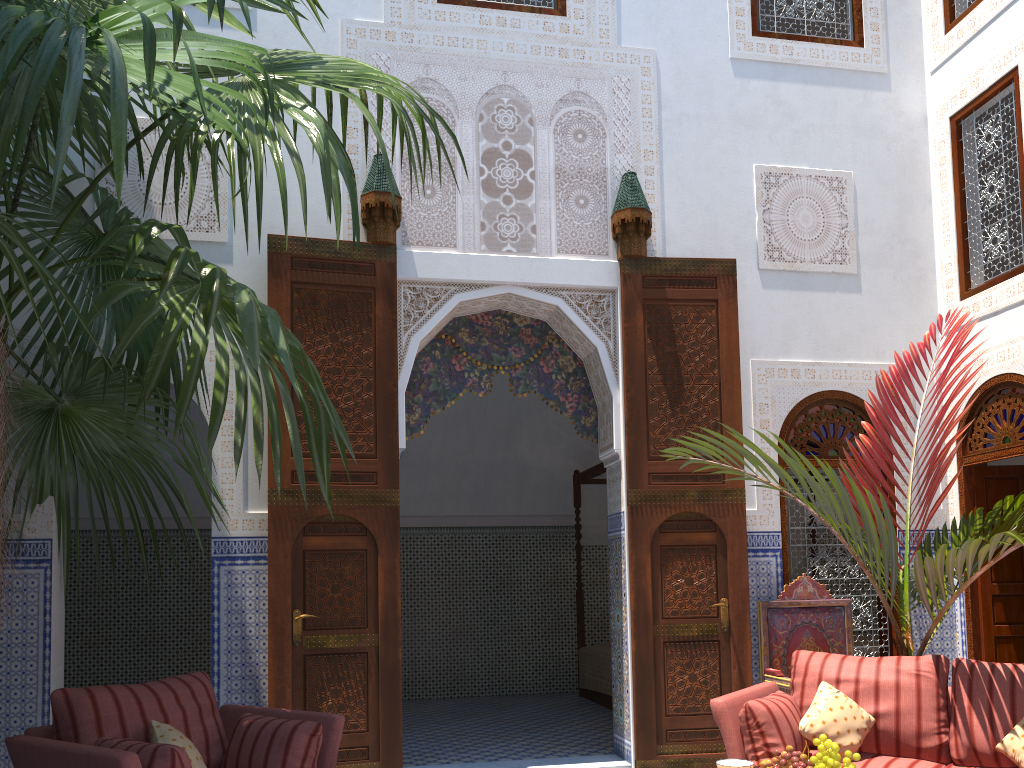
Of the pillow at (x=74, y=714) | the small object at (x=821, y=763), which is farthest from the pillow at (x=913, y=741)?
the pillow at (x=74, y=714)

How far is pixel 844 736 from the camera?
2.9 meters

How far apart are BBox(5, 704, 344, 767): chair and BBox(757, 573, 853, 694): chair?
2.07m

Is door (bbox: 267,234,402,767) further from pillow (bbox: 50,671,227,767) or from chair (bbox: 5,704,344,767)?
pillow (bbox: 50,671,227,767)

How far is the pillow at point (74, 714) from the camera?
2.5m

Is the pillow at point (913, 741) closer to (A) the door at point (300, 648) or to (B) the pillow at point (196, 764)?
(A) the door at point (300, 648)

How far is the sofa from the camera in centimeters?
286cm

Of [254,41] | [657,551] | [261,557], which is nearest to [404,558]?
[261,557]

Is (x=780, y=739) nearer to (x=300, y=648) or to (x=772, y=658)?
→ (x=772, y=658)

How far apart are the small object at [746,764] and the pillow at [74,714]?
1.6m
